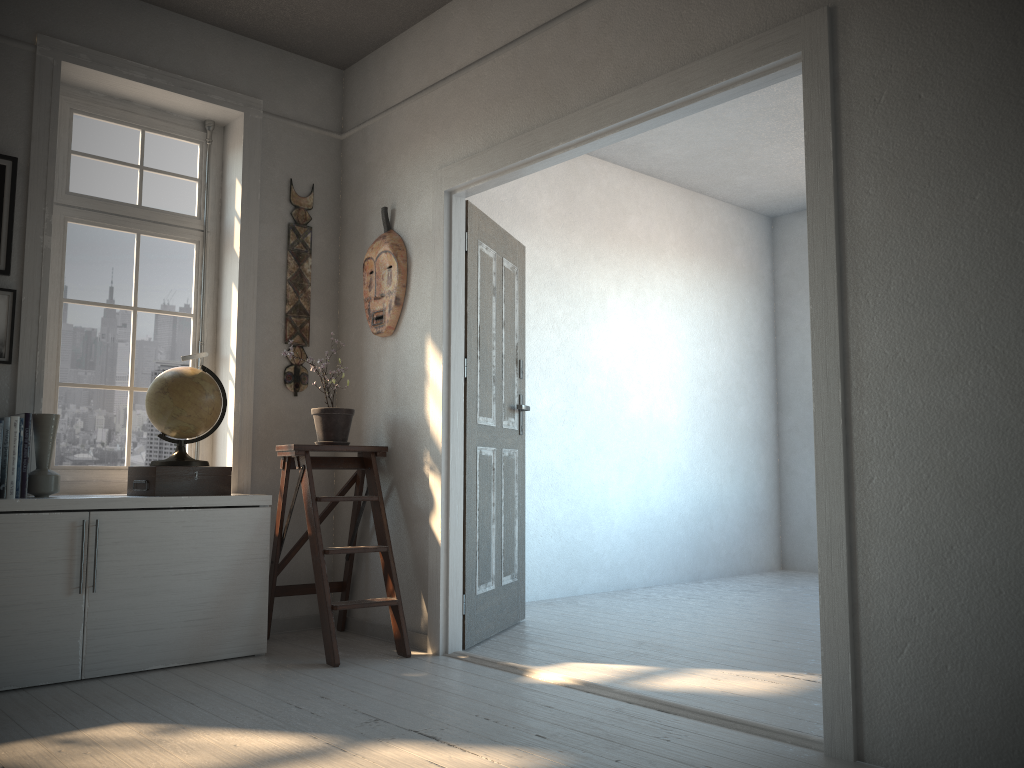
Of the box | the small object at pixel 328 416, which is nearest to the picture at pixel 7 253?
the box

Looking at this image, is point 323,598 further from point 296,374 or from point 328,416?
point 296,374

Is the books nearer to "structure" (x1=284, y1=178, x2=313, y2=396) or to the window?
the window

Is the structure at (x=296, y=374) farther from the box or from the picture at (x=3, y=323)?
the picture at (x=3, y=323)

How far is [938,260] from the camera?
2.3m

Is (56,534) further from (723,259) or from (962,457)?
(723,259)

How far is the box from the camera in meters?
3.6

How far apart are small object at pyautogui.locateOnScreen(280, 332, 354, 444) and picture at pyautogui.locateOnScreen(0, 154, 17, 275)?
1.35m

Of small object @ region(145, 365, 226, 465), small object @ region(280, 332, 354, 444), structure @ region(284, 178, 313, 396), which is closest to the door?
small object @ region(280, 332, 354, 444)

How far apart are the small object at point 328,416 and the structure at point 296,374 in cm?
31
